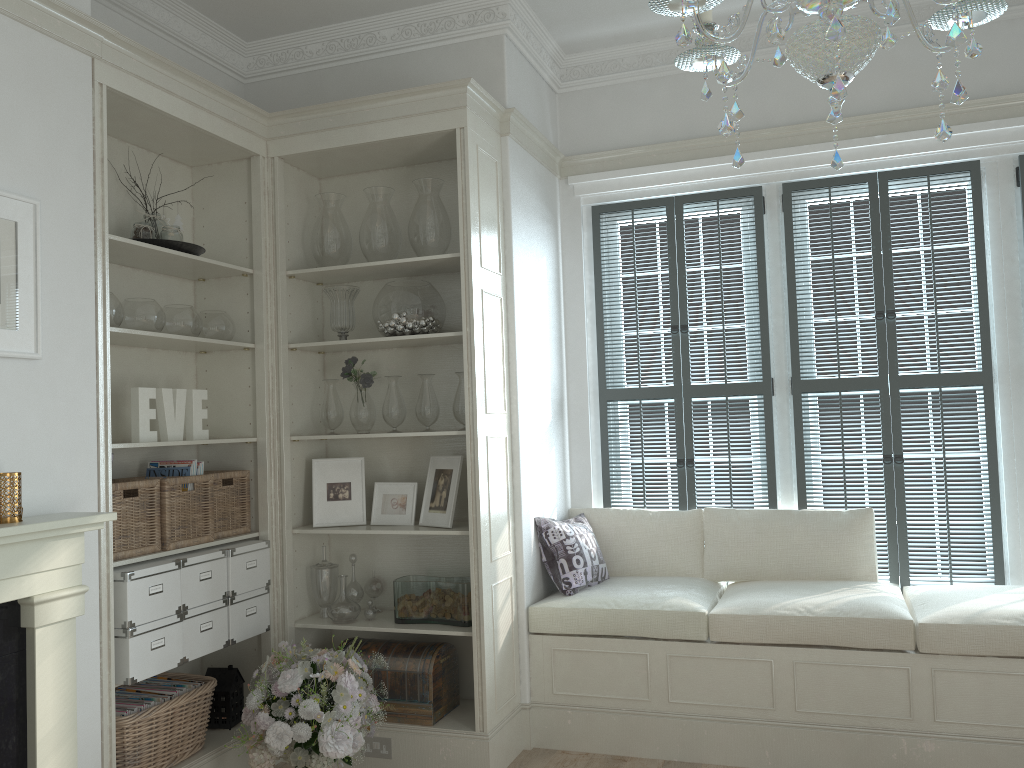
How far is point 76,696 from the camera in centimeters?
264cm

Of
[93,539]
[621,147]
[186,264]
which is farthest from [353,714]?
[621,147]

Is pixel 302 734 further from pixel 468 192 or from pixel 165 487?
pixel 468 192

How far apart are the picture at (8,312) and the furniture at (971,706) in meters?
2.2

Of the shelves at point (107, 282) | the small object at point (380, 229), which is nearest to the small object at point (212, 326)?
the shelves at point (107, 282)

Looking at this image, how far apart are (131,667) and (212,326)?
1.4 meters

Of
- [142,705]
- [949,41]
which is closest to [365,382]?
[142,705]

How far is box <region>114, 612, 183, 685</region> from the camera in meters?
3.0

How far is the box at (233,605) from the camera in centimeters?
354cm

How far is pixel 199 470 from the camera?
3.54m
